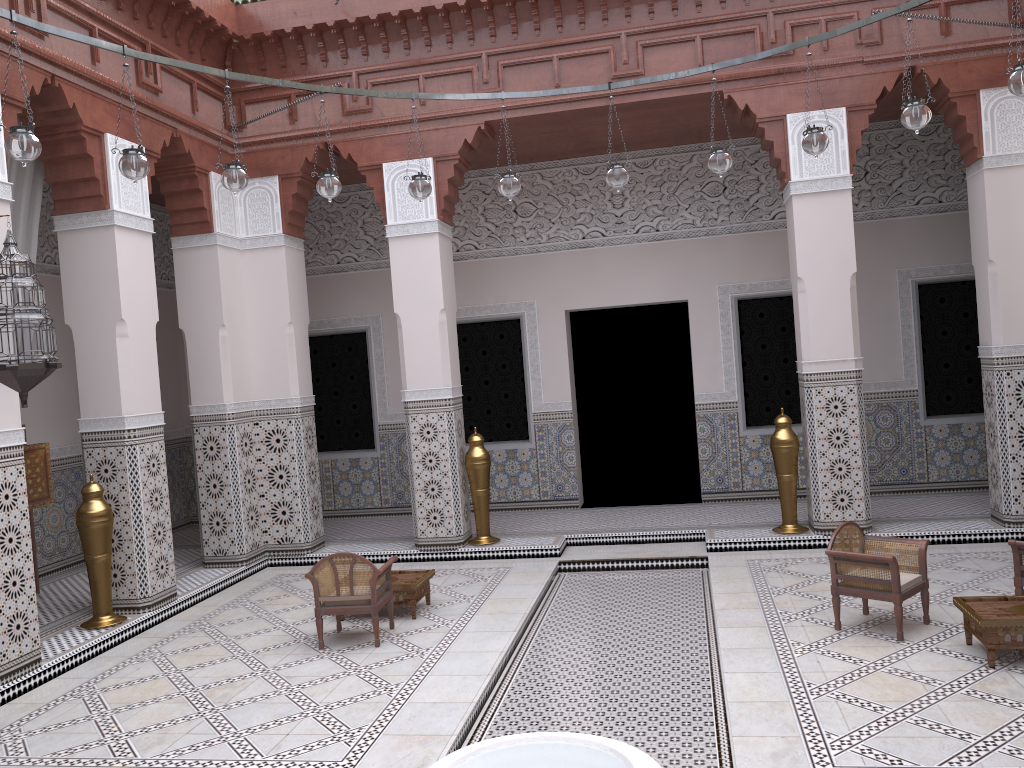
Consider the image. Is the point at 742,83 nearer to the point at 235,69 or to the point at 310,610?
the point at 235,69

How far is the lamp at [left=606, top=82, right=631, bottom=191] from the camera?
3.0 meters

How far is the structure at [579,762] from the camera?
1.48m

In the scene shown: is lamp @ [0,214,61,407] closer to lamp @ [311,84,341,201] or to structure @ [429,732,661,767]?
lamp @ [311,84,341,201]

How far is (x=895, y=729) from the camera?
1.98m

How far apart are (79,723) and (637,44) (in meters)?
3.26

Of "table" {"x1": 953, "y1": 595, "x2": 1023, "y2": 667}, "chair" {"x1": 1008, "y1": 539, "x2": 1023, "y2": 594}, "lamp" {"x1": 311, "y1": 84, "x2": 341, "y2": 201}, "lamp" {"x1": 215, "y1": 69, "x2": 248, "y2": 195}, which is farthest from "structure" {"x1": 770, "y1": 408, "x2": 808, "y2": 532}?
"lamp" {"x1": 215, "y1": 69, "x2": 248, "y2": 195}

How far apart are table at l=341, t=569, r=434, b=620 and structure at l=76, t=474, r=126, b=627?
1.0m

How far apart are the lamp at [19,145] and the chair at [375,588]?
1.4m

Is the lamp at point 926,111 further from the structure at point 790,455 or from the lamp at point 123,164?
the lamp at point 123,164
